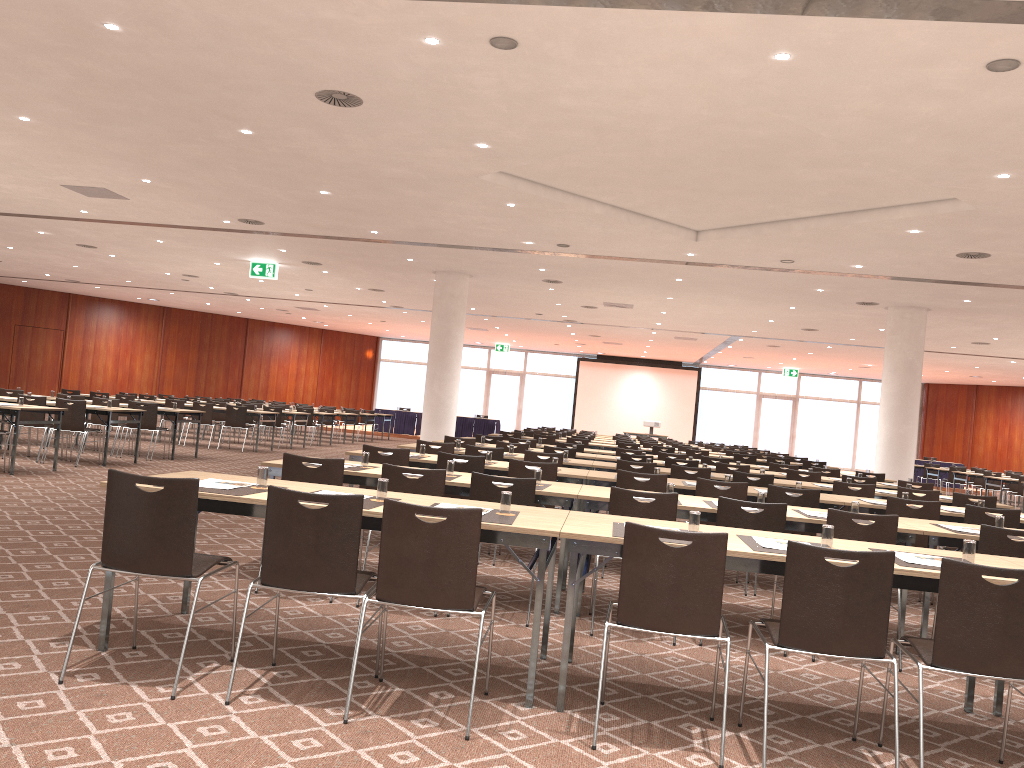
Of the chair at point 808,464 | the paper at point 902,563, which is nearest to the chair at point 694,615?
the paper at point 902,563

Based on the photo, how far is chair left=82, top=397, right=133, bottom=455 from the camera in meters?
14.6

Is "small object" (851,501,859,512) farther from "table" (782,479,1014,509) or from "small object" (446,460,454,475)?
"table" (782,479,1014,509)

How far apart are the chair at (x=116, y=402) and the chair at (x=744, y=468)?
9.8 meters

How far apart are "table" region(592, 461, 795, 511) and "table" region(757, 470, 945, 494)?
1.78m

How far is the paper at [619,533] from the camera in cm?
419

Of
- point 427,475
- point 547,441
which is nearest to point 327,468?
point 427,475

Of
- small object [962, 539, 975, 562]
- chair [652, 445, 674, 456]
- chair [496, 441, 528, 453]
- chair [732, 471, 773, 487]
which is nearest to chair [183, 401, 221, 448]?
chair [496, 441, 528, 453]

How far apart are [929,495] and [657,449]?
7.90m

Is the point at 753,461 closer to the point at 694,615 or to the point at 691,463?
the point at 691,463
